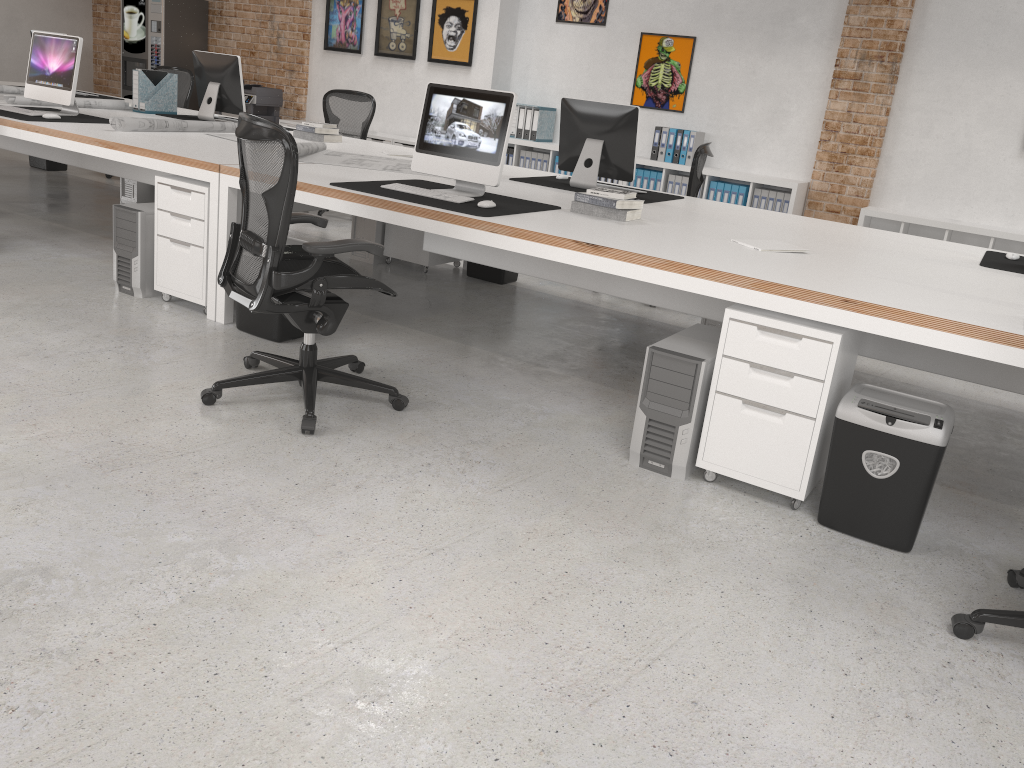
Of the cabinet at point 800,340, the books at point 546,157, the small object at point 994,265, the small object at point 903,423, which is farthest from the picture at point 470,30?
the small object at point 903,423

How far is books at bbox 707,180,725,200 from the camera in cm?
758

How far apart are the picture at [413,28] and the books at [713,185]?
3.4m

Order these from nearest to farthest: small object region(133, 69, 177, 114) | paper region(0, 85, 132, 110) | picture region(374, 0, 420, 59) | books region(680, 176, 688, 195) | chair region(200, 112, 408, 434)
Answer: chair region(200, 112, 408, 434)
paper region(0, 85, 132, 110)
small object region(133, 69, 177, 114)
books region(680, 176, 688, 195)
picture region(374, 0, 420, 59)

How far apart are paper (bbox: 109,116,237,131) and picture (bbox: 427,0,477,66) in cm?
340

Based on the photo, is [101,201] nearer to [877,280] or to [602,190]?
[602,190]

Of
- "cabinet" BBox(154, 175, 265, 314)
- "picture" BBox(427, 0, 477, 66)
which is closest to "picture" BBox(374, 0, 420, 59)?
"picture" BBox(427, 0, 477, 66)

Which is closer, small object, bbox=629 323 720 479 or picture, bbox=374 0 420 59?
small object, bbox=629 323 720 479

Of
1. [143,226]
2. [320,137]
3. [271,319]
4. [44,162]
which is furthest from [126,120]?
[44,162]

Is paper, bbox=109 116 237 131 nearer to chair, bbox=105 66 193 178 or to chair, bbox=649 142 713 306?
chair, bbox=105 66 193 178
